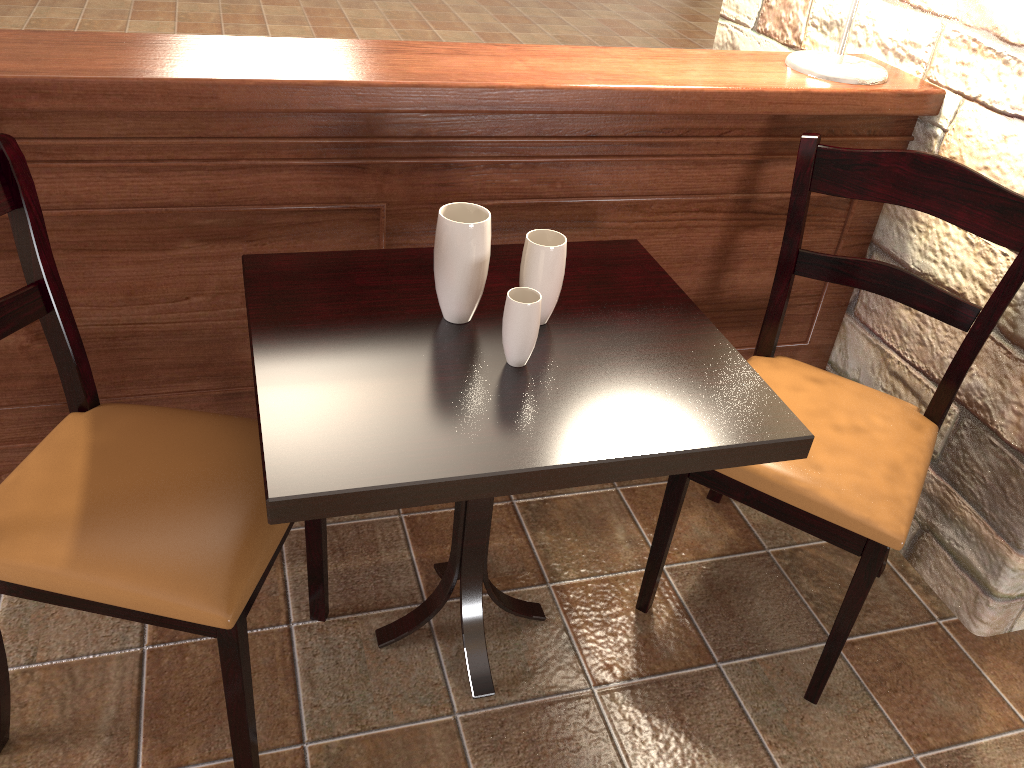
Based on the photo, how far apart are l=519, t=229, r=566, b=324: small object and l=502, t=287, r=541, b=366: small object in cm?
7

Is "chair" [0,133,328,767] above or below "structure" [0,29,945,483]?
below

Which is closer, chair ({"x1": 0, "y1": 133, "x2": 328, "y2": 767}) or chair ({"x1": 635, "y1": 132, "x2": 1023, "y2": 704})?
chair ({"x1": 0, "y1": 133, "x2": 328, "y2": 767})

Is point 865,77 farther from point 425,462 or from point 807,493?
point 425,462

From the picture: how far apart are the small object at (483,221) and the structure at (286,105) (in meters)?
0.27

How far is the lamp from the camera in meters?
1.7

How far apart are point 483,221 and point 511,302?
0.1m

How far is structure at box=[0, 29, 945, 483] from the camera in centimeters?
139cm

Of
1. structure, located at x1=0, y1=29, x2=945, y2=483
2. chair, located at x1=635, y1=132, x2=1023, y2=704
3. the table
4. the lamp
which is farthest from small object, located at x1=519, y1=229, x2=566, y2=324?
the lamp

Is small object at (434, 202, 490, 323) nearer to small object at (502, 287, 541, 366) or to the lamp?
small object at (502, 287, 541, 366)
